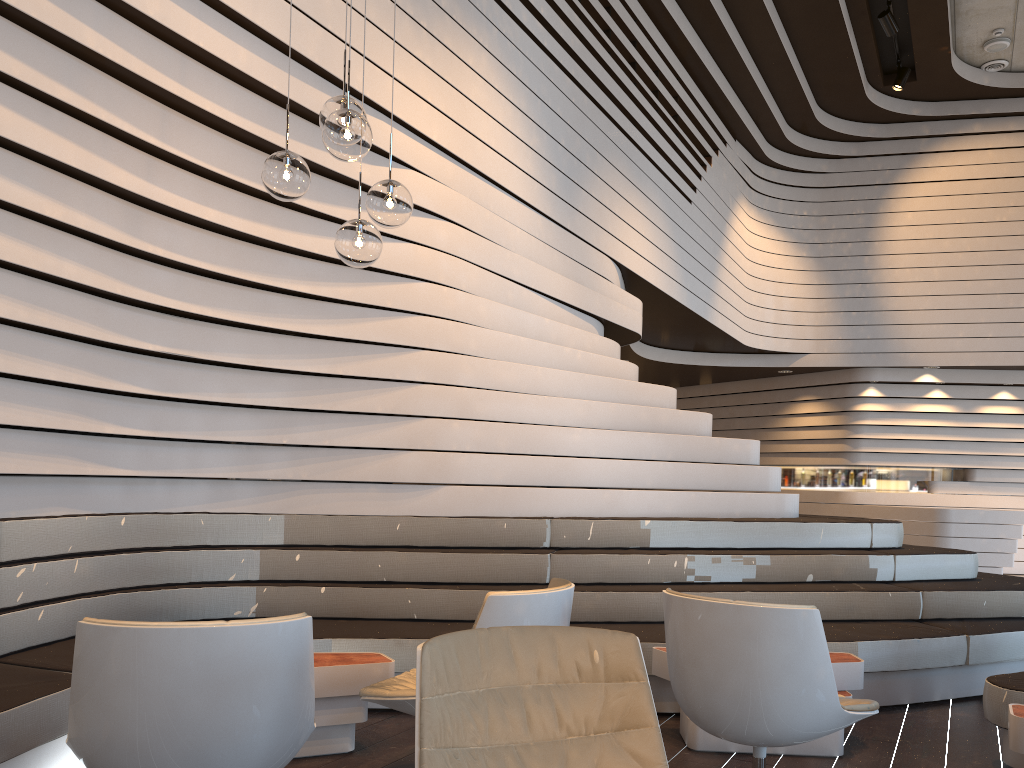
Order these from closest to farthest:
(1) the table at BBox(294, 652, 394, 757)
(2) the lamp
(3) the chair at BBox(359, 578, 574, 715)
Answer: (3) the chair at BBox(359, 578, 574, 715) < (2) the lamp < (1) the table at BBox(294, 652, 394, 757)

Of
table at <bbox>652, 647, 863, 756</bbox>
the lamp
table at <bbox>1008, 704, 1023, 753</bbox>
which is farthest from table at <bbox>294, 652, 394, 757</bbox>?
table at <bbox>1008, 704, 1023, 753</bbox>

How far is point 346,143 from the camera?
3.00m

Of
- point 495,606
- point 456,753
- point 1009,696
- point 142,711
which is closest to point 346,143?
point 495,606

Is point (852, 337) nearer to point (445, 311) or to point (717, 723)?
point (445, 311)

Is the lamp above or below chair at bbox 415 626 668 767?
above

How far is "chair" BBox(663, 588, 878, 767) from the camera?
2.6m

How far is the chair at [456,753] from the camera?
1.84m

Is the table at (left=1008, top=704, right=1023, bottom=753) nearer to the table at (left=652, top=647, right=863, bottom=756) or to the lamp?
the table at (left=652, top=647, right=863, bottom=756)

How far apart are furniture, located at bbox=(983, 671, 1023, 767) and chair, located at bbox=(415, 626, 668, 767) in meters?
2.2 m
